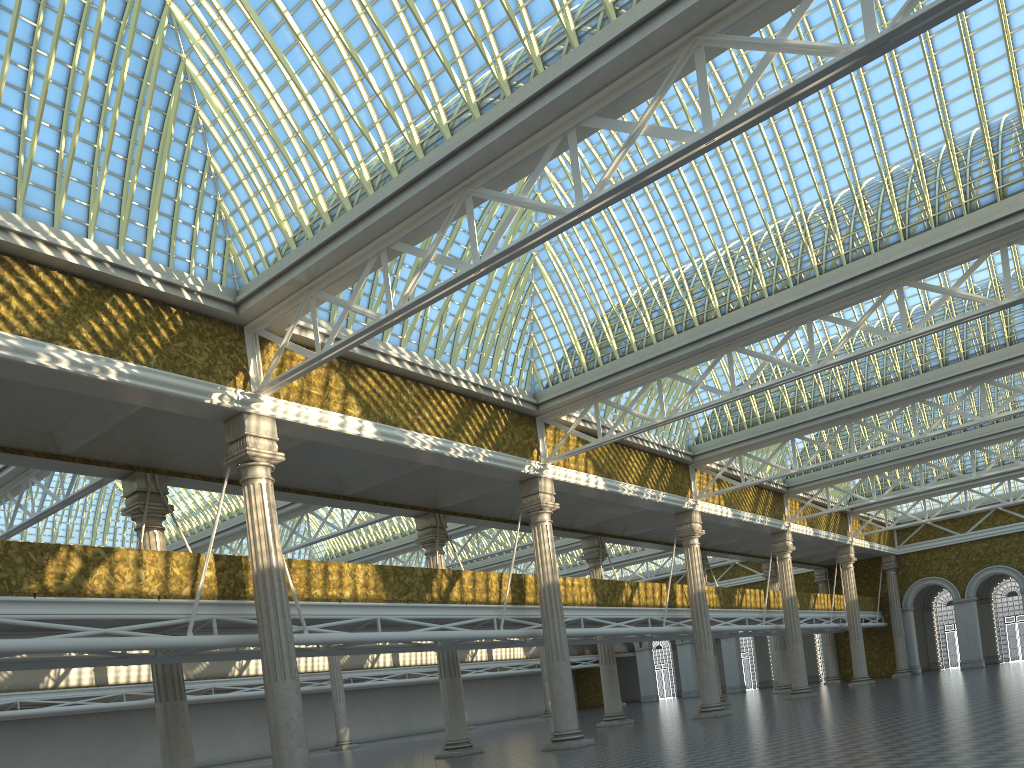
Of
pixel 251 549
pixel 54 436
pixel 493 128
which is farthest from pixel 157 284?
pixel 493 128

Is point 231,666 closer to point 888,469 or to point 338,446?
point 338,446
